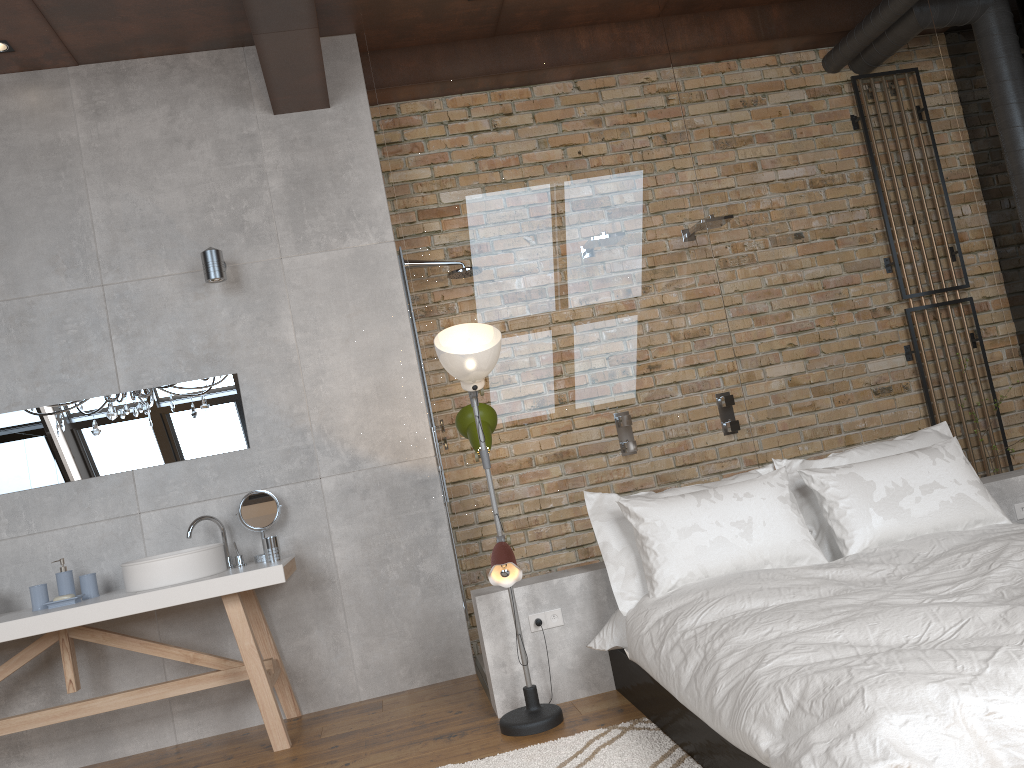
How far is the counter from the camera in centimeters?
366cm

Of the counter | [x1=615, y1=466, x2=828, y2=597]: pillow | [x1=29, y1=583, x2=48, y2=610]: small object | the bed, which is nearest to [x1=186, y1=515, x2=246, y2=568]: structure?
the counter

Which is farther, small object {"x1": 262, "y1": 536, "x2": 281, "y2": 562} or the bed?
small object {"x1": 262, "y1": 536, "x2": 281, "y2": 562}

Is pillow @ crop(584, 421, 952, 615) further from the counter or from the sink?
the sink

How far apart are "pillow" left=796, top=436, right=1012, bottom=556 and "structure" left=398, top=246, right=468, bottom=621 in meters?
1.8

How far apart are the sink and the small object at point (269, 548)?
0.2 meters

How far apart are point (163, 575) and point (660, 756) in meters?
2.2 m

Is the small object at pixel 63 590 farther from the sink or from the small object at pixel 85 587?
the sink

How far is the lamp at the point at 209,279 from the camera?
4.2m

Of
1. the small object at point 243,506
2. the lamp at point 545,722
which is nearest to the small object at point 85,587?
the small object at point 243,506
